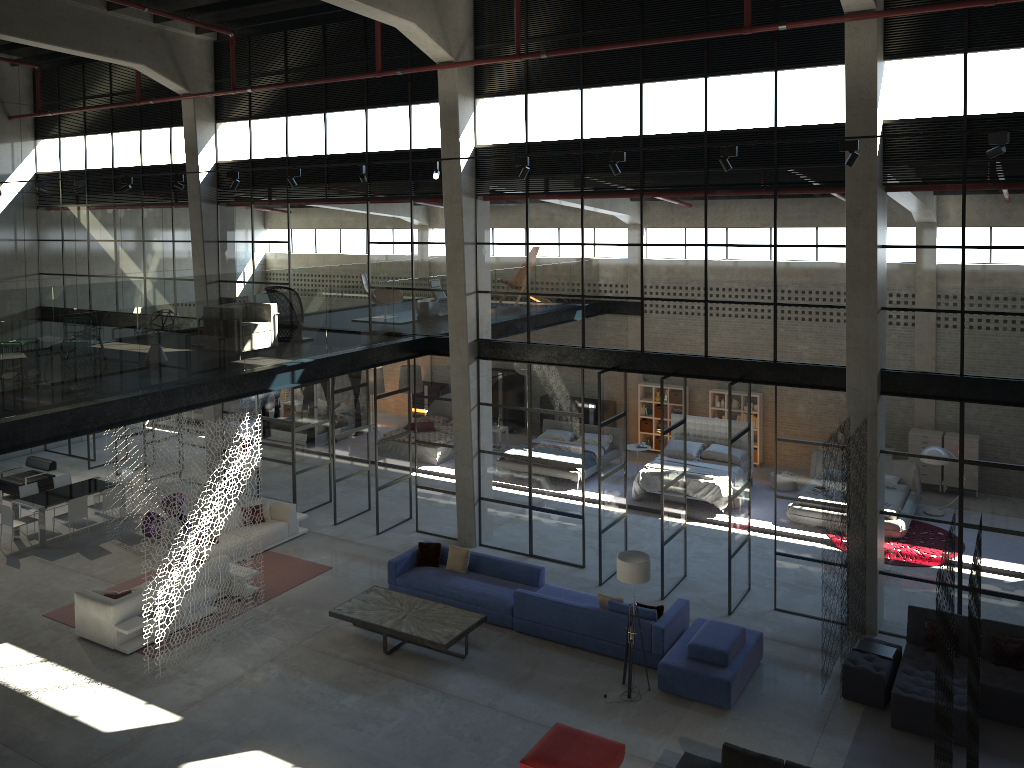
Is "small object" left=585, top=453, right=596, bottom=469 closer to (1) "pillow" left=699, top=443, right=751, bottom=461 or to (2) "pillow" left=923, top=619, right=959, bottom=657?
(1) "pillow" left=699, top=443, right=751, bottom=461

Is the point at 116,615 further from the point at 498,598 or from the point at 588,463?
the point at 588,463

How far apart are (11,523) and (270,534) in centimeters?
488cm

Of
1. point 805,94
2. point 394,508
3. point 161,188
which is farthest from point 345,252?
point 805,94

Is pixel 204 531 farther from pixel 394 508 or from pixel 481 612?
pixel 394 508

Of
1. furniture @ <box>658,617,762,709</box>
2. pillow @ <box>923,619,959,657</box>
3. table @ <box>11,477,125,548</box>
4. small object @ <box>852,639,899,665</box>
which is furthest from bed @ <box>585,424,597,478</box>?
table @ <box>11,477,125,548</box>

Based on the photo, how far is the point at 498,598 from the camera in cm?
1367

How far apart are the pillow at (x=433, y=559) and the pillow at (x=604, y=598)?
3.2m

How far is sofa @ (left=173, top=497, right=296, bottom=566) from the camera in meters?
16.6

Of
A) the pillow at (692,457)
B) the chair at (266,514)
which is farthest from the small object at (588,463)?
the chair at (266,514)
